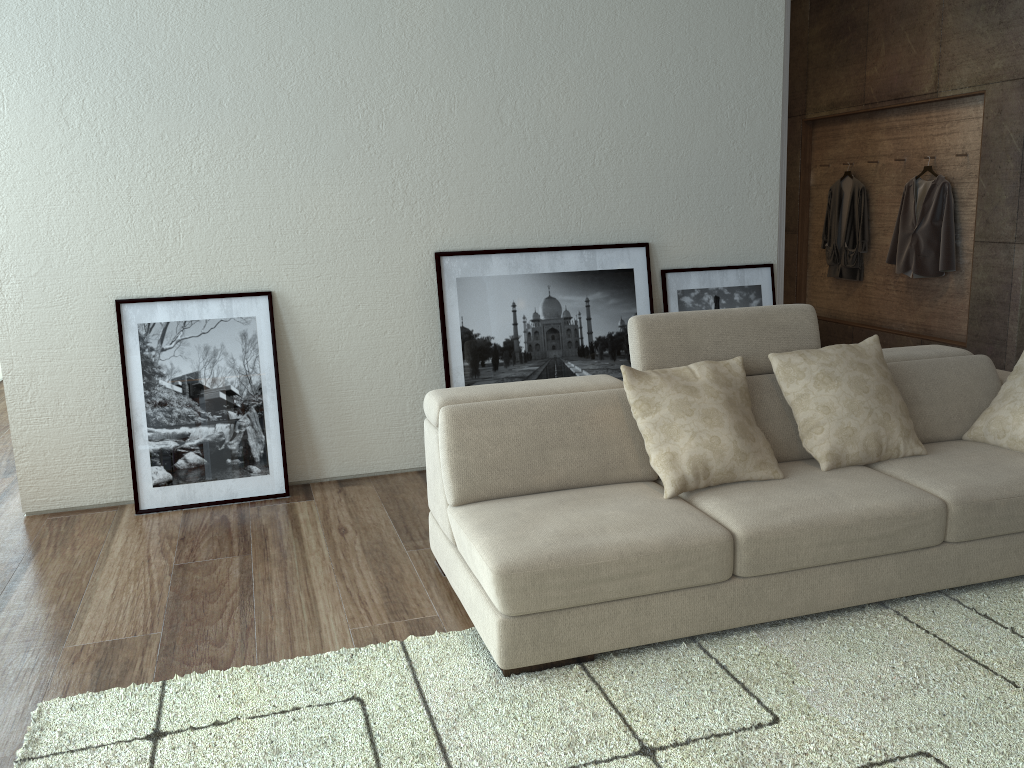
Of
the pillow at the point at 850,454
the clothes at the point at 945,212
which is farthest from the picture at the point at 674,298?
the clothes at the point at 945,212

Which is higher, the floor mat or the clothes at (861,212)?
the clothes at (861,212)

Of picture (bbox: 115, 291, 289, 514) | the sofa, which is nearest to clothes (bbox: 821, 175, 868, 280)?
the sofa

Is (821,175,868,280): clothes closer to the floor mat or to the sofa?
the sofa

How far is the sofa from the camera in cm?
260

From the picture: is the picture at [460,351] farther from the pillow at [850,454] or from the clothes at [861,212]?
the clothes at [861,212]

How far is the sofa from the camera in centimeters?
260cm

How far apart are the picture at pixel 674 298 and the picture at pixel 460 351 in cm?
11

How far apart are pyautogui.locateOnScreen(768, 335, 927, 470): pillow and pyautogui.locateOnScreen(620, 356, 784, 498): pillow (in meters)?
0.13

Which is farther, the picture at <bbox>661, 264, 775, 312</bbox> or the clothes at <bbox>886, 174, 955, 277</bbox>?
the clothes at <bbox>886, 174, 955, 277</bbox>
